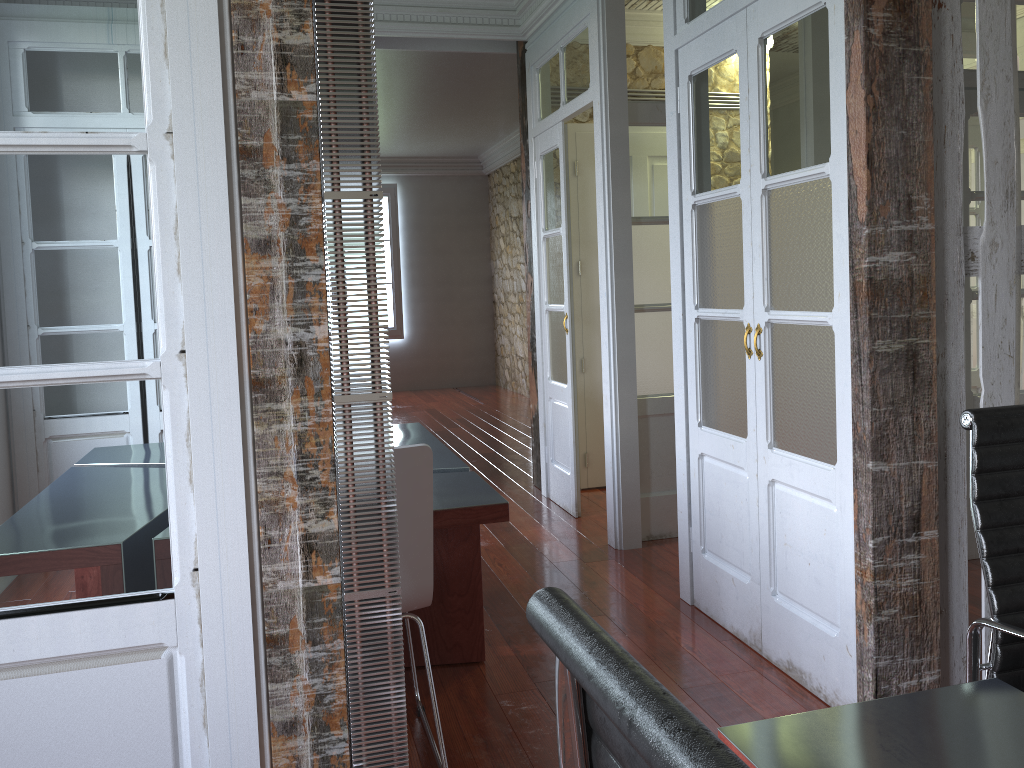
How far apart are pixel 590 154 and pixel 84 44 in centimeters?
407cm

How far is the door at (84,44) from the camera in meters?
1.6 m

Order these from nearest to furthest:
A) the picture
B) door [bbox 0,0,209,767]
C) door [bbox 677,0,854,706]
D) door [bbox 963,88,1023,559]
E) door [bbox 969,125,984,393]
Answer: door [bbox 0,0,209,767]
door [bbox 677,0,854,706]
door [bbox 963,88,1023,559]
door [bbox 969,125,984,393]
the picture

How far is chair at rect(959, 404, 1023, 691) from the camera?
1.6 meters

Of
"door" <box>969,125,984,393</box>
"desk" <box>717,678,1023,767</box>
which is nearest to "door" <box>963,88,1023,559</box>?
"door" <box>969,125,984,393</box>

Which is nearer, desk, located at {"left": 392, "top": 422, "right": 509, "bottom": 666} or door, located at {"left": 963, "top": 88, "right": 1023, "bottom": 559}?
desk, located at {"left": 392, "top": 422, "right": 509, "bottom": 666}

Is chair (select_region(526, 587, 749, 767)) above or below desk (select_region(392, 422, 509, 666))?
above

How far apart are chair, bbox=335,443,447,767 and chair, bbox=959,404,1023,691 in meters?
1.2 m

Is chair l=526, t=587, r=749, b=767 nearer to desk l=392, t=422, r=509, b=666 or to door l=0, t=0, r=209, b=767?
door l=0, t=0, r=209, b=767

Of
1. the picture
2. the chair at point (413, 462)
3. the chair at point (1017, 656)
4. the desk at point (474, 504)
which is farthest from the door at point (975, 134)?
the picture
